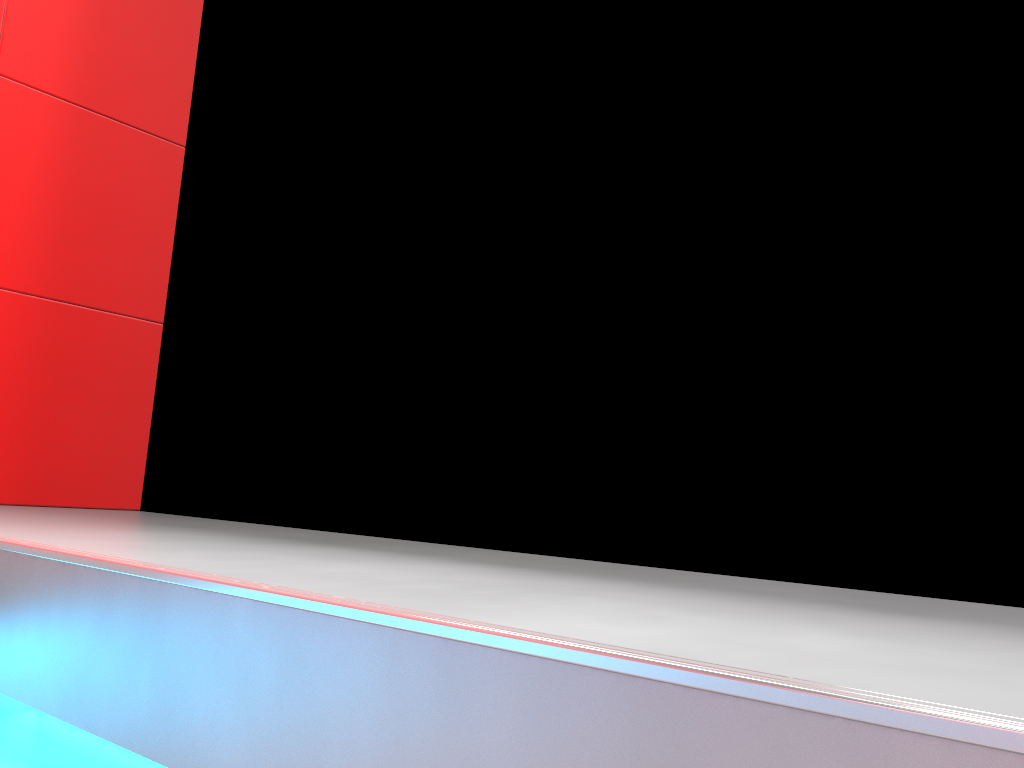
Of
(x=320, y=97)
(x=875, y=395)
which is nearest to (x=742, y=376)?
(x=875, y=395)
